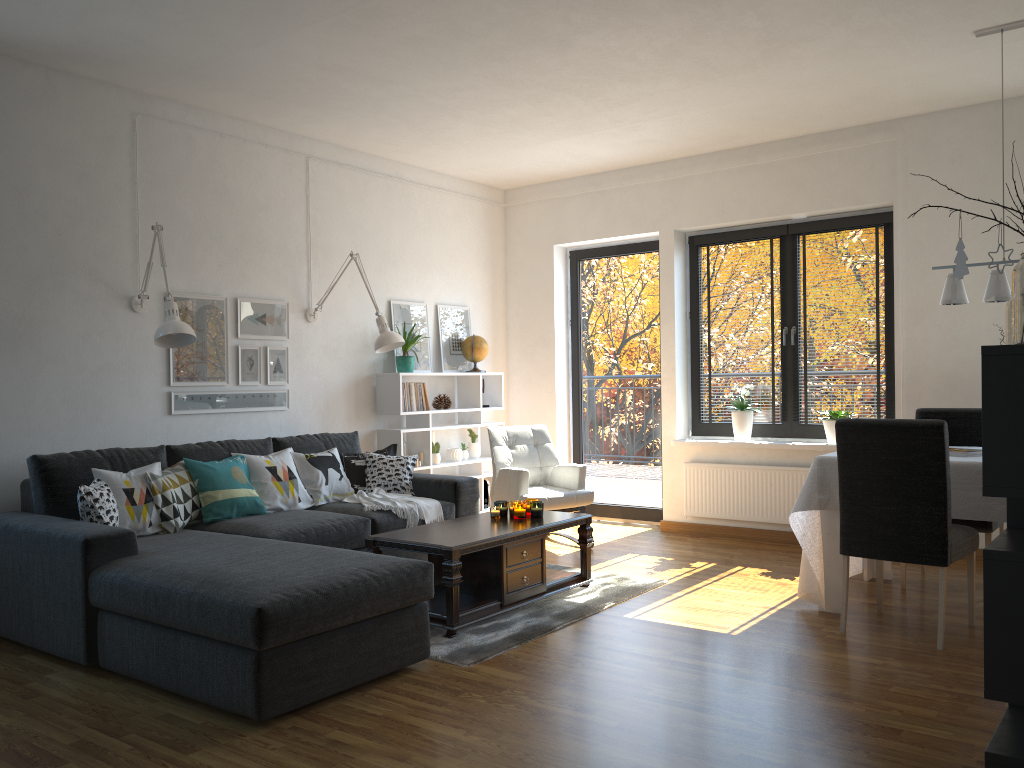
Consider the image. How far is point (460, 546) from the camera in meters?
4.0

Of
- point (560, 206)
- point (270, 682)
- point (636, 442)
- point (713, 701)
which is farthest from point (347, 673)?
point (560, 206)

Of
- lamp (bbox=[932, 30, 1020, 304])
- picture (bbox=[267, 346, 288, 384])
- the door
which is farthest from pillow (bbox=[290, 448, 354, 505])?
lamp (bbox=[932, 30, 1020, 304])

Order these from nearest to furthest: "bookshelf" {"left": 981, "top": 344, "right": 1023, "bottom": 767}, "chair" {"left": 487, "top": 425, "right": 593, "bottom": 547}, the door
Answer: "bookshelf" {"left": 981, "top": 344, "right": 1023, "bottom": 767} < "chair" {"left": 487, "top": 425, "right": 593, "bottom": 547} < the door

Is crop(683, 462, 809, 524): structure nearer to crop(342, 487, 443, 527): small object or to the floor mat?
the floor mat

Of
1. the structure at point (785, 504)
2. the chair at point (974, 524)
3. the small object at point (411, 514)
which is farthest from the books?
the small object at point (411, 514)

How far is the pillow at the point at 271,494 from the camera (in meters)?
4.89

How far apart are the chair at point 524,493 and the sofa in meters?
0.5

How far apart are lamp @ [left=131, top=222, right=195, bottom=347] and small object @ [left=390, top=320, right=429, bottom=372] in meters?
1.9

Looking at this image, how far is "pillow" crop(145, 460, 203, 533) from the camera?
4.32m
